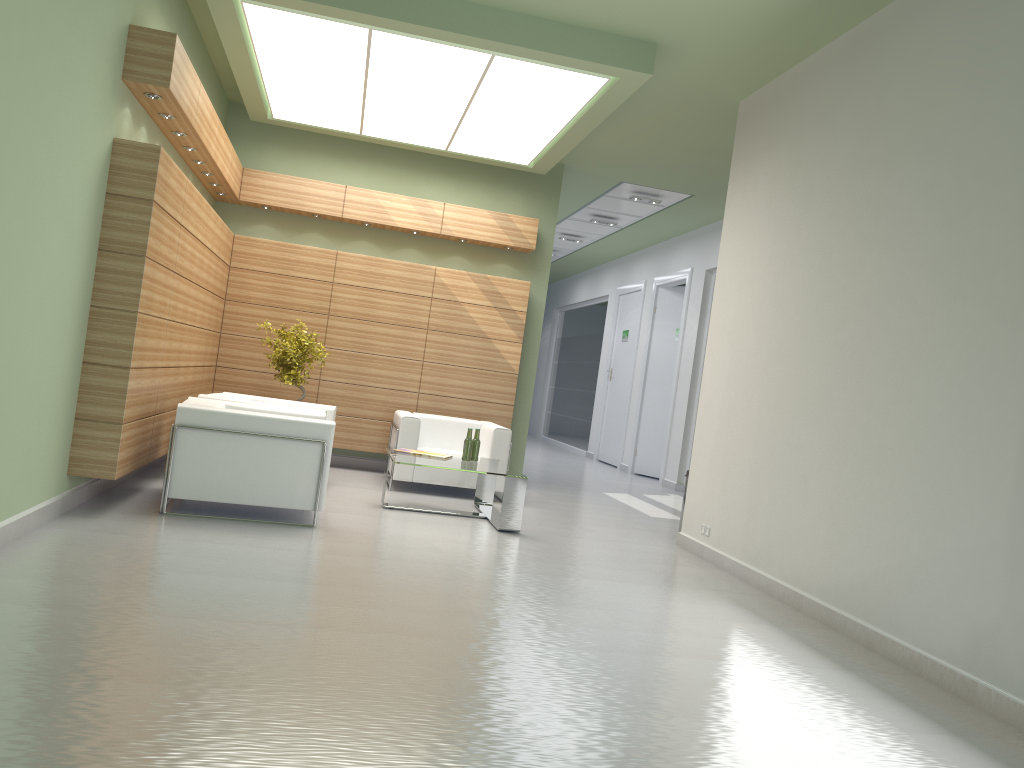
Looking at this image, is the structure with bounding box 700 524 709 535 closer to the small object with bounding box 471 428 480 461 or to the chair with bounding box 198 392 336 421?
the small object with bounding box 471 428 480 461

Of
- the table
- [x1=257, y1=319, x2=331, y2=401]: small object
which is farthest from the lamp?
the table

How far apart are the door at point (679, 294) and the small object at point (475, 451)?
11.41m

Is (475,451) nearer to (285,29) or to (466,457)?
(466,457)

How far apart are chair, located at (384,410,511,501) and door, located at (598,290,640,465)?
10.6 meters

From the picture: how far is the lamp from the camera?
11.2m

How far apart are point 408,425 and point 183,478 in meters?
4.8

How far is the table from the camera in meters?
11.6 m

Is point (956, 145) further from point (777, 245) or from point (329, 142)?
point (329, 142)

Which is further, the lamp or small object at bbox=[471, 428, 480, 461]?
small object at bbox=[471, 428, 480, 461]
